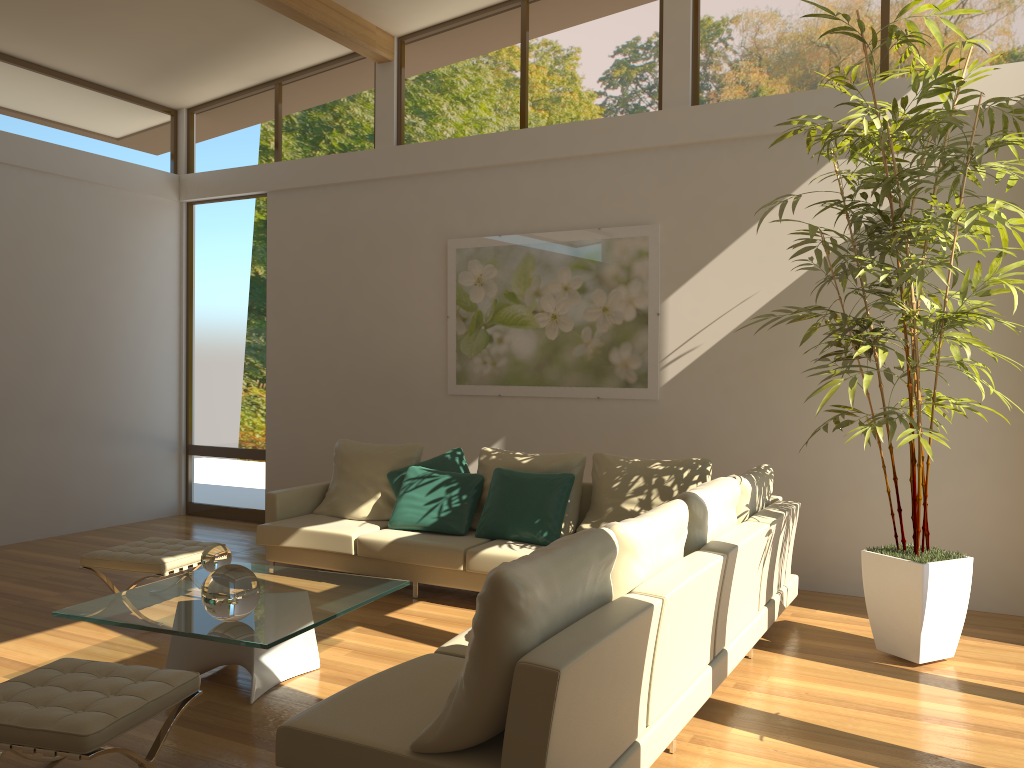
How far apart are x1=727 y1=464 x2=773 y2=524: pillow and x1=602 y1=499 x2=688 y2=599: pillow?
1.0 meters

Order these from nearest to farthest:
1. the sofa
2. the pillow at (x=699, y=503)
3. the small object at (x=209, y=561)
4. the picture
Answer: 1. the sofa
2. the pillow at (x=699, y=503)
3. the small object at (x=209, y=561)
4. the picture

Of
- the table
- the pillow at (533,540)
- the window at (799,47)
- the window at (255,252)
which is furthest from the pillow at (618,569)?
the window at (255,252)

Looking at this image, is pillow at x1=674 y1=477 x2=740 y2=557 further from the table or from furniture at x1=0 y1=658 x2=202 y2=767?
furniture at x1=0 y1=658 x2=202 y2=767

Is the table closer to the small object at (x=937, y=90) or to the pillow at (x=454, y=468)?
the pillow at (x=454, y=468)

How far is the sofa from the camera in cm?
240

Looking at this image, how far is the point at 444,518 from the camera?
5.95m

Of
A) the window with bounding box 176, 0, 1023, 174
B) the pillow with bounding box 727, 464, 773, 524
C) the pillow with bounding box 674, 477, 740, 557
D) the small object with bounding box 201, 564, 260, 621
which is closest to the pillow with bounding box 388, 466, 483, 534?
the pillow with bounding box 727, 464, 773, 524

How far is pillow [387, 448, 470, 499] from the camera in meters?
6.4

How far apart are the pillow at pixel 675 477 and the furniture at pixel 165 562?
2.35m
